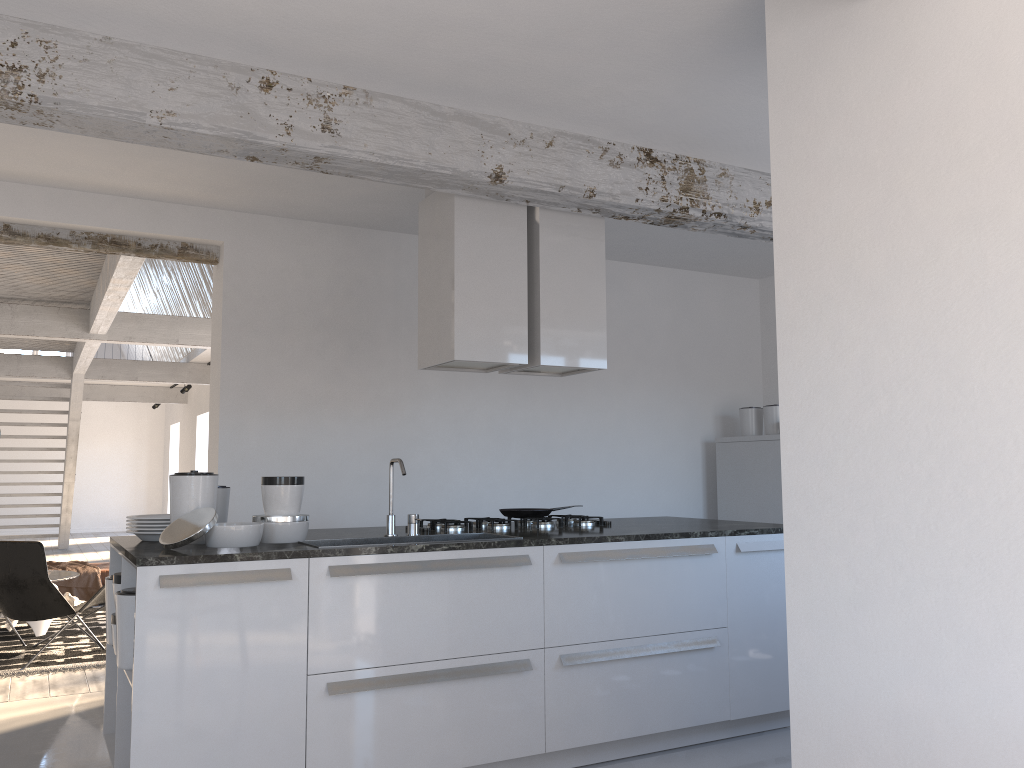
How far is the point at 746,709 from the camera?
4.2m

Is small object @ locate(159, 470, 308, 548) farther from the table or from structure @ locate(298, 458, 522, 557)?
Result: the table

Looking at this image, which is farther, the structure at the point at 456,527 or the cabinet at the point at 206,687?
the structure at the point at 456,527

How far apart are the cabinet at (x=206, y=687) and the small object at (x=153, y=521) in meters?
0.2

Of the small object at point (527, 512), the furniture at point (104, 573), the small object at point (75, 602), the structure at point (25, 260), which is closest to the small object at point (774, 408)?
the small object at point (527, 512)

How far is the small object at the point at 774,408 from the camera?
6.5 meters

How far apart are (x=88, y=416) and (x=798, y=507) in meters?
19.9 m

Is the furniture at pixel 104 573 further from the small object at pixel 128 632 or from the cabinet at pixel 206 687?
the small object at pixel 128 632

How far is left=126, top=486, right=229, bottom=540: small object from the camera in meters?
3.7 m

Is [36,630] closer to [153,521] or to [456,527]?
[153,521]
